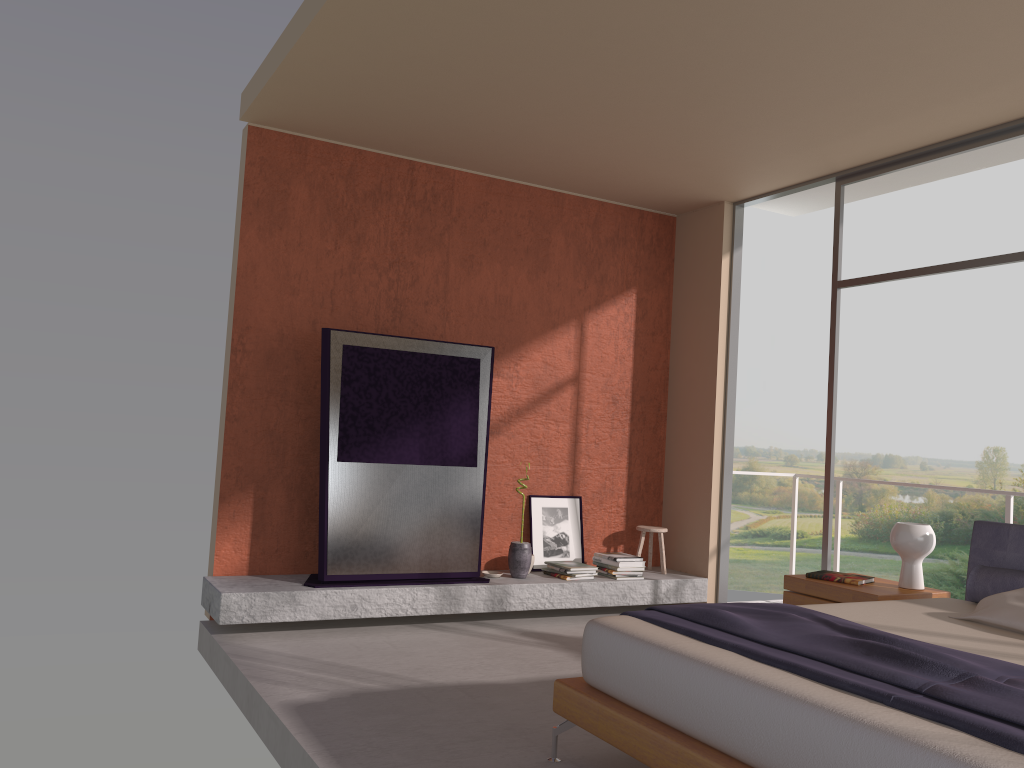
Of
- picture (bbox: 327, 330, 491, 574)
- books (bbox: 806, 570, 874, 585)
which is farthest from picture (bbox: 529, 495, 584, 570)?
books (bbox: 806, 570, 874, 585)

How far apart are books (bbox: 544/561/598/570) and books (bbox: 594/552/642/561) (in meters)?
0.25

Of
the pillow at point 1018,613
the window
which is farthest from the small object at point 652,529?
the pillow at point 1018,613

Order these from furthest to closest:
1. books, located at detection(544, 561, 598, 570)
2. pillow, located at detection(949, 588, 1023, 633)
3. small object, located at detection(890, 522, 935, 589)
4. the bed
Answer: books, located at detection(544, 561, 598, 570)
small object, located at detection(890, 522, 935, 589)
pillow, located at detection(949, 588, 1023, 633)
the bed

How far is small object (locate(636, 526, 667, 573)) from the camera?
6.7 meters

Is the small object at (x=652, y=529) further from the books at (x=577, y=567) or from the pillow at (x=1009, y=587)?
the pillow at (x=1009, y=587)

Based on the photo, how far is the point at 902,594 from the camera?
4.5m

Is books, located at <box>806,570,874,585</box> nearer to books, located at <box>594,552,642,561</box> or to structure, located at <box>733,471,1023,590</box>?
structure, located at <box>733,471,1023,590</box>

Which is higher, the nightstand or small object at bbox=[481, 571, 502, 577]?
the nightstand

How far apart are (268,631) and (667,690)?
3.12m
